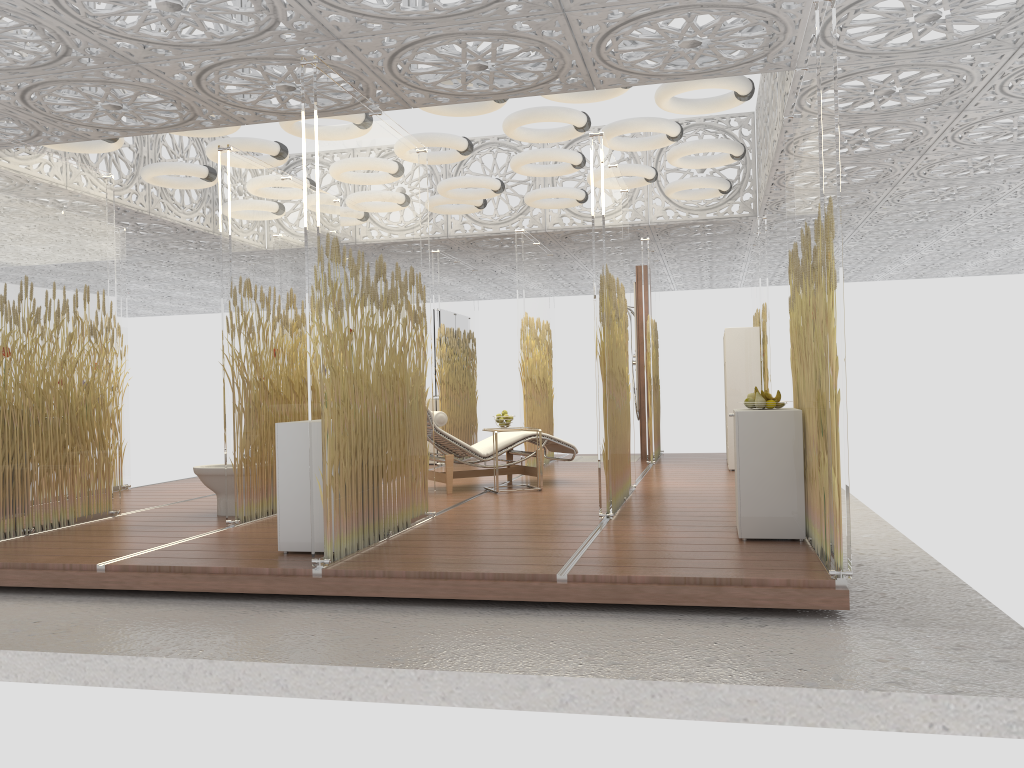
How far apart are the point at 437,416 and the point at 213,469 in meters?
2.0

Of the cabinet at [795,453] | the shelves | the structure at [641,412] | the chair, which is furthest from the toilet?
the structure at [641,412]

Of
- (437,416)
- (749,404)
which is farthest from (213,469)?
(749,404)

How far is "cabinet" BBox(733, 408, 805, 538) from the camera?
4.9 meters

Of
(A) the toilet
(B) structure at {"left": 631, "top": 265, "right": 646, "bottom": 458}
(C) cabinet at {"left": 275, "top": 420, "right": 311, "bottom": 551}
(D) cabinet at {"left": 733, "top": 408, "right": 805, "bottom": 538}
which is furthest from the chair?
(D) cabinet at {"left": 733, "top": 408, "right": 805, "bottom": 538}

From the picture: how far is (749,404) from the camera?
5.2 meters

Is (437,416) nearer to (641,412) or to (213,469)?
(213,469)

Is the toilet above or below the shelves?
below

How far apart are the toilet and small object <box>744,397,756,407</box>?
3.81m

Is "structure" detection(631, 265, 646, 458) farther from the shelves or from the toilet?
the toilet
